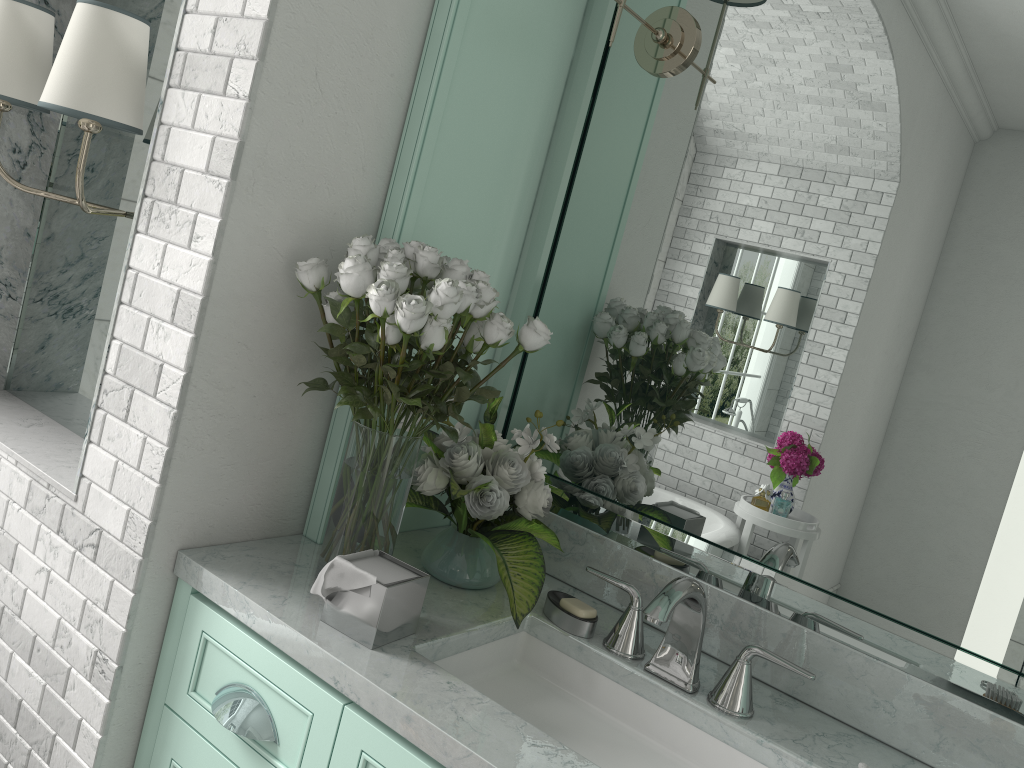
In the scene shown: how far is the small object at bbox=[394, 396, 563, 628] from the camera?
1.7m

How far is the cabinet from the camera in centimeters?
135cm

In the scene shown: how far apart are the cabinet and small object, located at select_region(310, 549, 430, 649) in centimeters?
8cm

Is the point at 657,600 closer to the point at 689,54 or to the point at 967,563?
the point at 967,563

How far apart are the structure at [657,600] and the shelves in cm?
66

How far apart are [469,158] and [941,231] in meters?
0.9

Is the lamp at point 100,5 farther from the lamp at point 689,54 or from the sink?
the sink

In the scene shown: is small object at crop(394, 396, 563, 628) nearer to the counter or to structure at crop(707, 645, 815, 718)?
the counter

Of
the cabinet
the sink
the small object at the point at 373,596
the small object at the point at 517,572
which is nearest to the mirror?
the small object at the point at 517,572

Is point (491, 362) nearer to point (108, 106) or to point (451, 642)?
point (451, 642)
